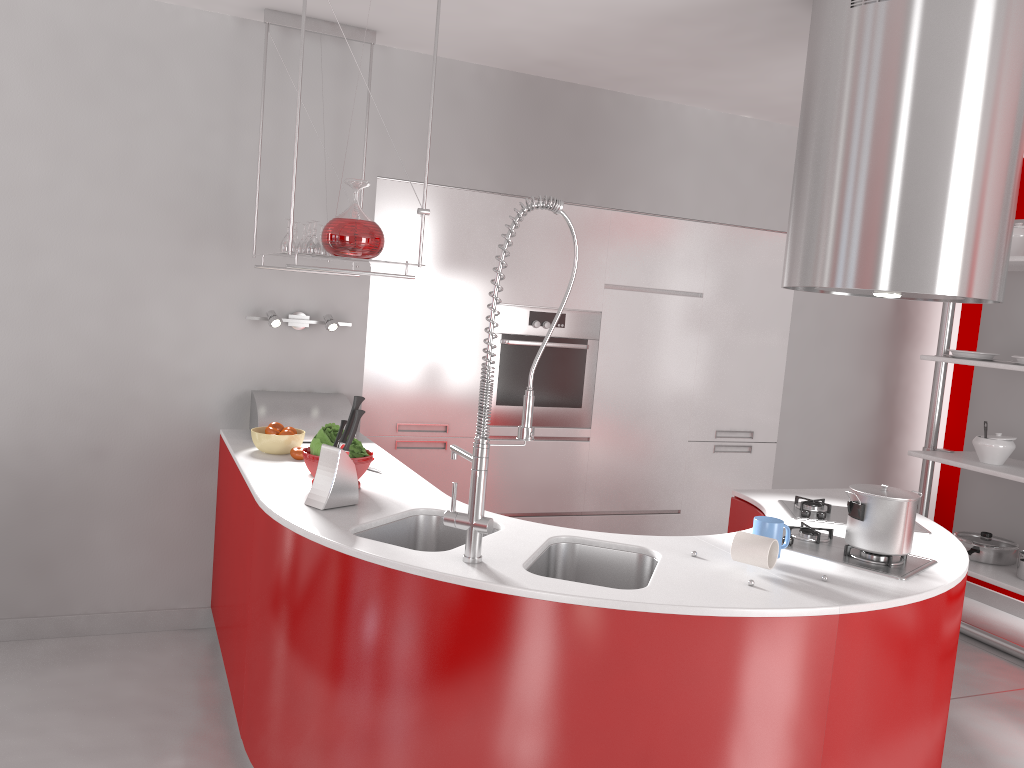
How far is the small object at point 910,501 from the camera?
2.46m

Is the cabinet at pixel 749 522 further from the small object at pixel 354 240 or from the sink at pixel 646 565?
the small object at pixel 354 240

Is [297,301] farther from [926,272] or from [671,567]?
[926,272]

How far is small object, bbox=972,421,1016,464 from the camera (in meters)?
4.37

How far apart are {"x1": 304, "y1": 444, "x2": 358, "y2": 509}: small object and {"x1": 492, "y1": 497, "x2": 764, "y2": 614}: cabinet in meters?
1.5 m

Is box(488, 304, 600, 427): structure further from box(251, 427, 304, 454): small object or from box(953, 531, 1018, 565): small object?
box(953, 531, 1018, 565): small object

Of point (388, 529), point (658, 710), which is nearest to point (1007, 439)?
point (658, 710)

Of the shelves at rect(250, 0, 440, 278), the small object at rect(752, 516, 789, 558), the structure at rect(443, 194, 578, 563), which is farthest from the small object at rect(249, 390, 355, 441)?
the small object at rect(752, 516, 789, 558)

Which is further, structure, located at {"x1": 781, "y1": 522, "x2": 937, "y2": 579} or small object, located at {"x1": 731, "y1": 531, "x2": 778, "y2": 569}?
structure, located at {"x1": 781, "y1": 522, "x2": 937, "y2": 579}

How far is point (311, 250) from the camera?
3.3m
